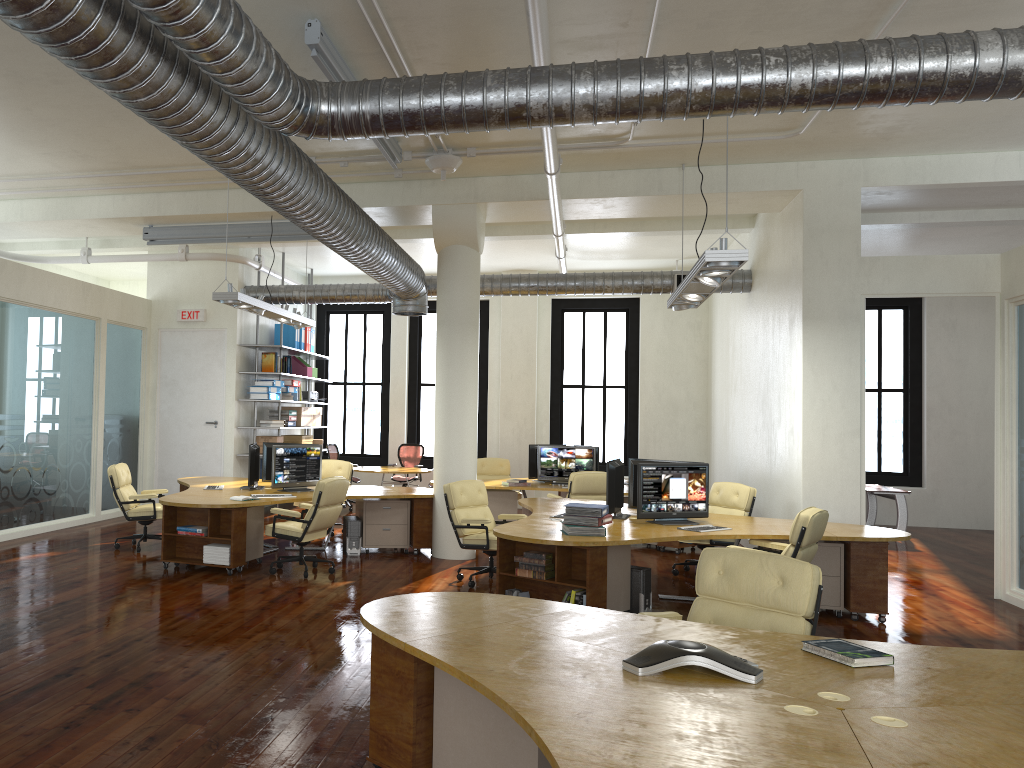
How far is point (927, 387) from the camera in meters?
14.9

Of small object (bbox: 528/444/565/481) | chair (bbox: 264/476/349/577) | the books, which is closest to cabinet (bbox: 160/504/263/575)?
chair (bbox: 264/476/349/577)

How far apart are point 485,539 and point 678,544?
3.86m

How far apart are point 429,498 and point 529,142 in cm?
433

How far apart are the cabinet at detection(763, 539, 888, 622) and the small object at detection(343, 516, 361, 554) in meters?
4.9

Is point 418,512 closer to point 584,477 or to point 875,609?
point 584,477

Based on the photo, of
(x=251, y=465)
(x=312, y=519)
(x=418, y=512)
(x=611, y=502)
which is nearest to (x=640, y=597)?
(x=611, y=502)

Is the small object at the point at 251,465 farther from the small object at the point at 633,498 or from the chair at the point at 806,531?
the chair at the point at 806,531

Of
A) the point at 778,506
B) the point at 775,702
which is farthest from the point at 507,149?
the point at 775,702

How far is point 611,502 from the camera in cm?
826
